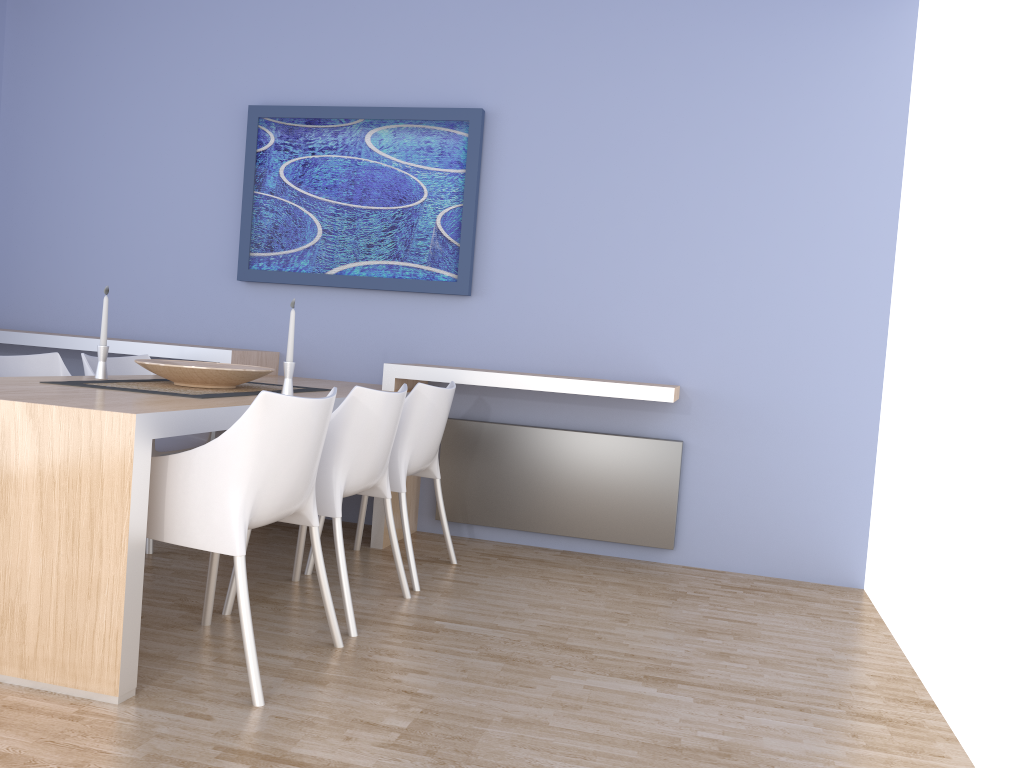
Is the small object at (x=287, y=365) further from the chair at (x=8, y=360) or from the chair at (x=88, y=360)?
the chair at (x=8, y=360)

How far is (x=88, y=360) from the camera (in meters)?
3.78

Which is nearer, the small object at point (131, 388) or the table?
the table

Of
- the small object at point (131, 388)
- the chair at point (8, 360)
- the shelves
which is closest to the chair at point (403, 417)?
the shelves

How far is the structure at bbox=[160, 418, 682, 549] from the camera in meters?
4.1

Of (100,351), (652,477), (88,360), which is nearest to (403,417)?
(100,351)

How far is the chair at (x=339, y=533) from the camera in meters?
2.8 m

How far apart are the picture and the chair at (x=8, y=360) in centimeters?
119cm

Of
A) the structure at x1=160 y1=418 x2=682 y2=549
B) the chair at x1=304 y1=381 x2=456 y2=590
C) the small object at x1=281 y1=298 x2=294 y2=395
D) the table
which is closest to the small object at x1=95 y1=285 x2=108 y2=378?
the table

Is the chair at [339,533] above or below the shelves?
below
